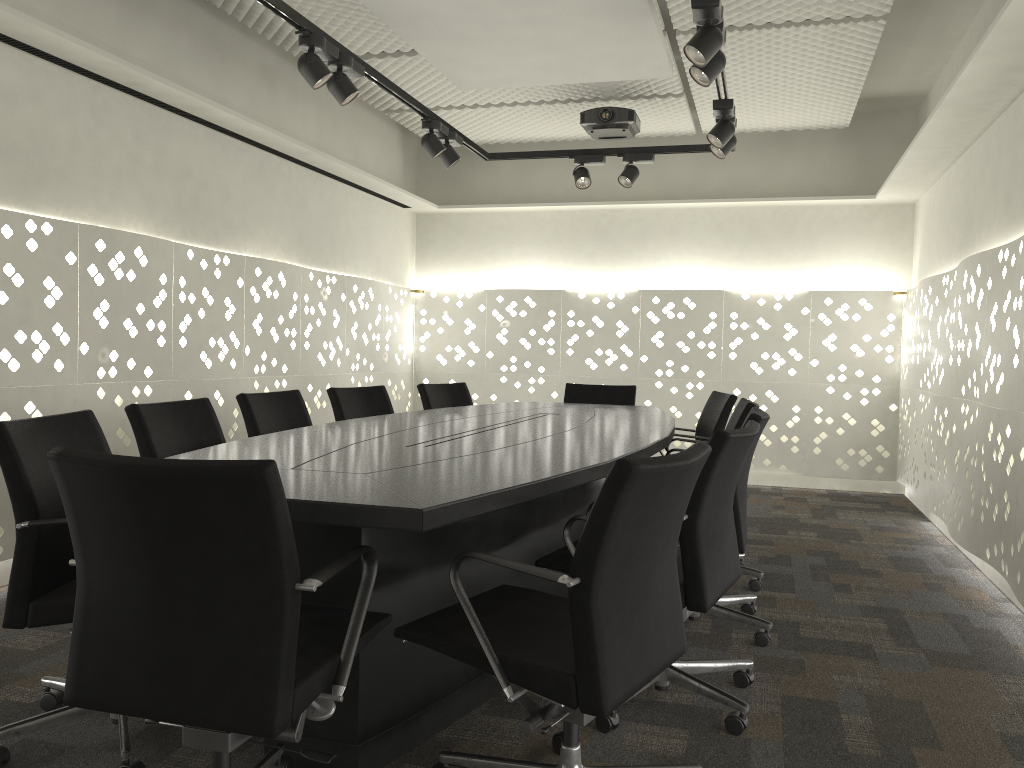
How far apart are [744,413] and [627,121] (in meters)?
2.41

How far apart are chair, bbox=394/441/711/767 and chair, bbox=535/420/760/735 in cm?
17

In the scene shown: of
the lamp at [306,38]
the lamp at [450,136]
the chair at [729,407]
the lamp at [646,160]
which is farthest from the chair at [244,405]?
the lamp at [646,160]

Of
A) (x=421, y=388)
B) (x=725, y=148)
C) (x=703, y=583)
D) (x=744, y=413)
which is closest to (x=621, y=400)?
(x=421, y=388)

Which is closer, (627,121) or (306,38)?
(306,38)

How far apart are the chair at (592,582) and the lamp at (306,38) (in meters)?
2.06

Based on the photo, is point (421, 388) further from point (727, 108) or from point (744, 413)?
point (727, 108)

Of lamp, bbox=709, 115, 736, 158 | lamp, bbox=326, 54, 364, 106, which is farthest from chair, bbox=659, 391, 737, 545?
lamp, bbox=326, 54, 364, 106

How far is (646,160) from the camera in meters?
5.0 m

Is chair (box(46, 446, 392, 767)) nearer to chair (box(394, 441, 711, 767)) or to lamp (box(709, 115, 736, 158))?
chair (box(394, 441, 711, 767))
